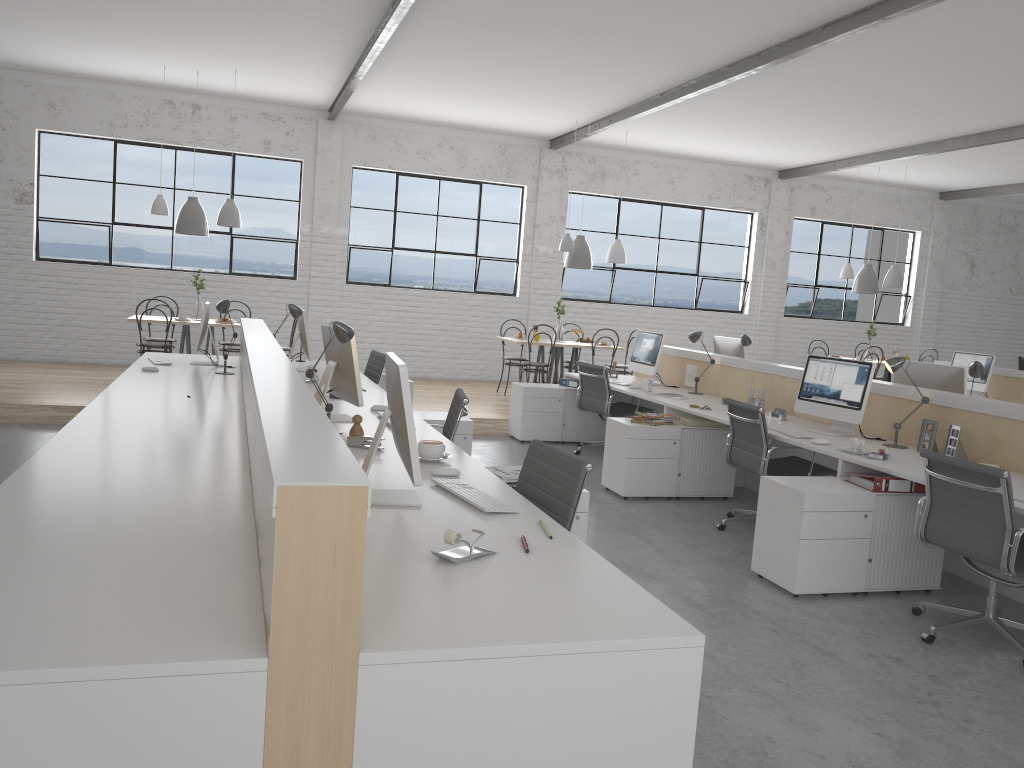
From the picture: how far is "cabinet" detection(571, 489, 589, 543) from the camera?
3.0m

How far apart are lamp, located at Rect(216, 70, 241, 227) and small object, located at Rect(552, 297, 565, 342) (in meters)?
2.88

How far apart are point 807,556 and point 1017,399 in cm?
462

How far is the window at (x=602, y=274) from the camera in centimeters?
956cm

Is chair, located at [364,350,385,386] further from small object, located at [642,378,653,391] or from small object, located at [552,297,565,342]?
small object, located at [552,297,565,342]

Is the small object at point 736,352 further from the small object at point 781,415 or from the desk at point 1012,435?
the small object at point 781,415

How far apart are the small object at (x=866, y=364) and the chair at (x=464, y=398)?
1.8 meters

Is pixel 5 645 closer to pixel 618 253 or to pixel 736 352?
pixel 736 352

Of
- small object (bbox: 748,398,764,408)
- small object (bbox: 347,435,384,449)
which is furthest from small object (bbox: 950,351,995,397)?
small object (bbox: 347,435,384,449)

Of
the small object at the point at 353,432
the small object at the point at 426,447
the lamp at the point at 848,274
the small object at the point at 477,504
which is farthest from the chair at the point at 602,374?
the lamp at the point at 848,274
